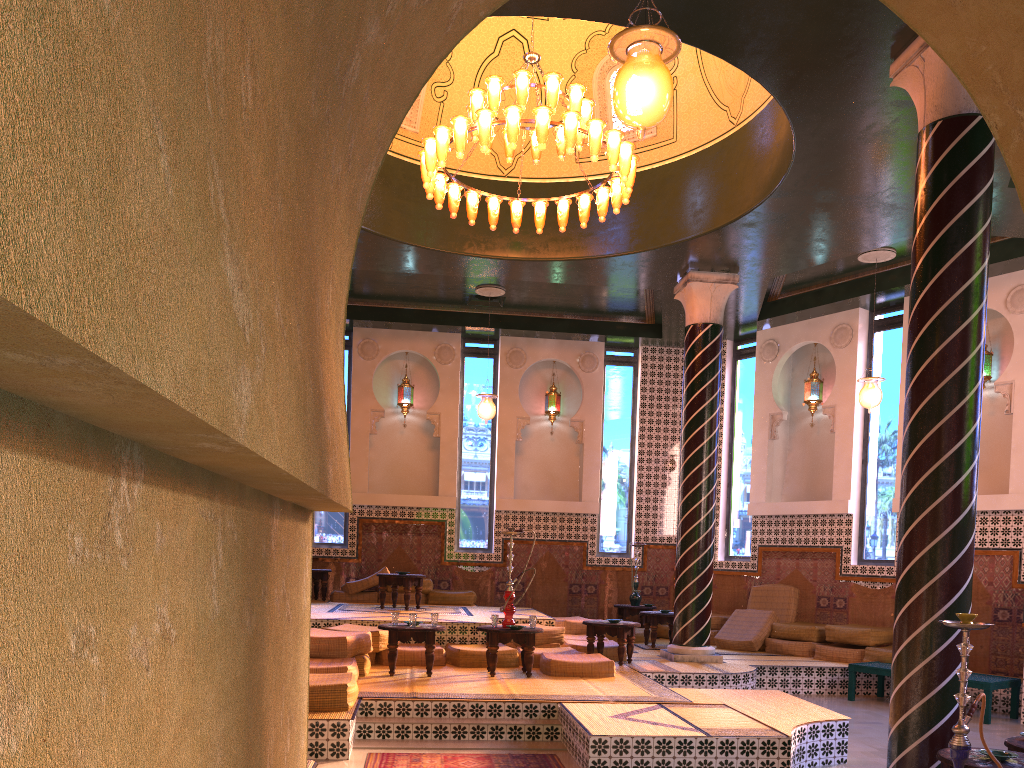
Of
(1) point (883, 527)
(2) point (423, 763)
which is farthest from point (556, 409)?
(2) point (423, 763)

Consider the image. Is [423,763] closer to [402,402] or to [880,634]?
[880,634]

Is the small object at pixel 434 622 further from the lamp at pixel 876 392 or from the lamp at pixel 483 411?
the lamp at pixel 876 392

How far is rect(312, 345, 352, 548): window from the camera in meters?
16.8 m

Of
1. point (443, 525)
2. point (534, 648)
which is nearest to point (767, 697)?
point (534, 648)

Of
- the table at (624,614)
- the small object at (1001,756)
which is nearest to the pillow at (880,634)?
the table at (624,614)

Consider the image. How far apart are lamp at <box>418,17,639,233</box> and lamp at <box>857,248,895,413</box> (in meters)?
4.62

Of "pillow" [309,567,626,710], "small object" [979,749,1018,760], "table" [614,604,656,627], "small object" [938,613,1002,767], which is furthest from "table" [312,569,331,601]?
"small object" [938,613,1002,767]

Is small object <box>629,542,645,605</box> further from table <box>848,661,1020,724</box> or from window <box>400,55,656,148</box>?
window <box>400,55,656,148</box>

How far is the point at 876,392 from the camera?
12.8 meters
